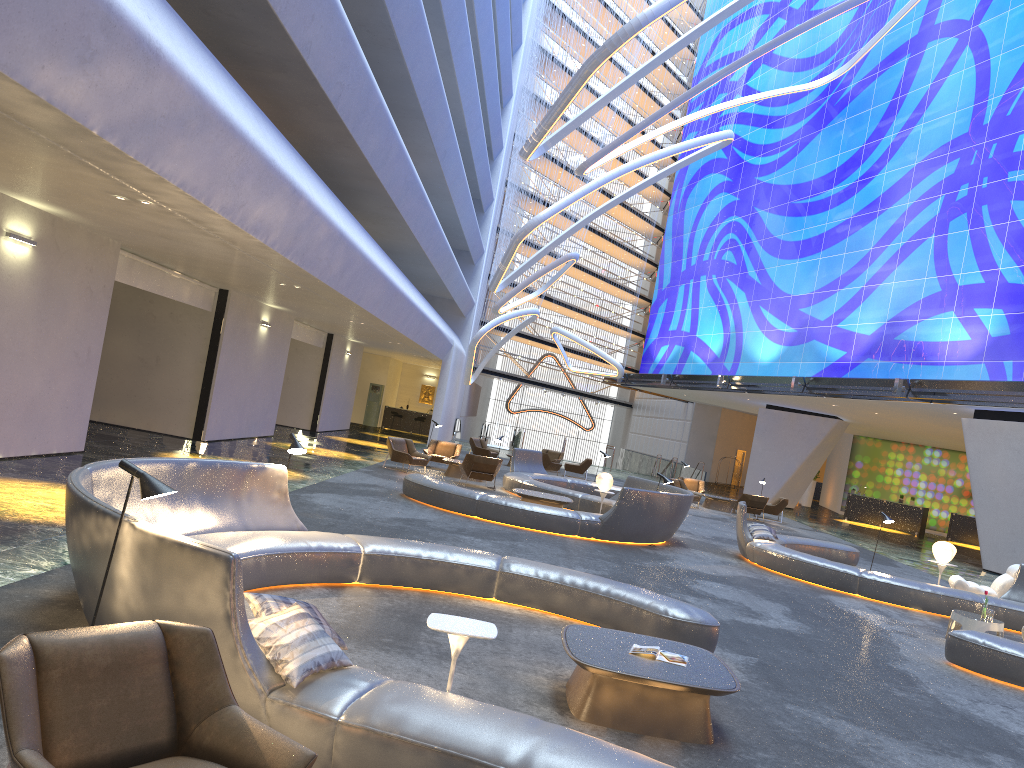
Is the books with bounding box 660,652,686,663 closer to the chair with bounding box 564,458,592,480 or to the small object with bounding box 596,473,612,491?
the small object with bounding box 596,473,612,491

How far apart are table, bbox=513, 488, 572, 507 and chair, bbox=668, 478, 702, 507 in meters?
10.7 m

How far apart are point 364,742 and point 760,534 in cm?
1294

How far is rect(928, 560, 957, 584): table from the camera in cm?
1569

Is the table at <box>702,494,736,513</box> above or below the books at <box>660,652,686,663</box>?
below

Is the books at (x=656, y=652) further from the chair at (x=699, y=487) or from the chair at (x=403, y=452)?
the chair at (x=699, y=487)

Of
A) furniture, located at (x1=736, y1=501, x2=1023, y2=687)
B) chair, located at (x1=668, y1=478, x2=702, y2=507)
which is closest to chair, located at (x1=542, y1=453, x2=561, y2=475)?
chair, located at (x1=668, y1=478, x2=702, y2=507)

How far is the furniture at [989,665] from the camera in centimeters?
924cm

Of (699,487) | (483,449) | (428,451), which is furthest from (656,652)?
(483,449)

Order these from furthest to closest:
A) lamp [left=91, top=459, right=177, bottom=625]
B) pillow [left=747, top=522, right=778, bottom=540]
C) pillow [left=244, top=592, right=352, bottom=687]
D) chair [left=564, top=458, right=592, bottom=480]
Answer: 1. chair [left=564, top=458, right=592, bottom=480]
2. pillow [left=747, top=522, right=778, bottom=540]
3. lamp [left=91, top=459, right=177, bottom=625]
4. pillow [left=244, top=592, right=352, bottom=687]
